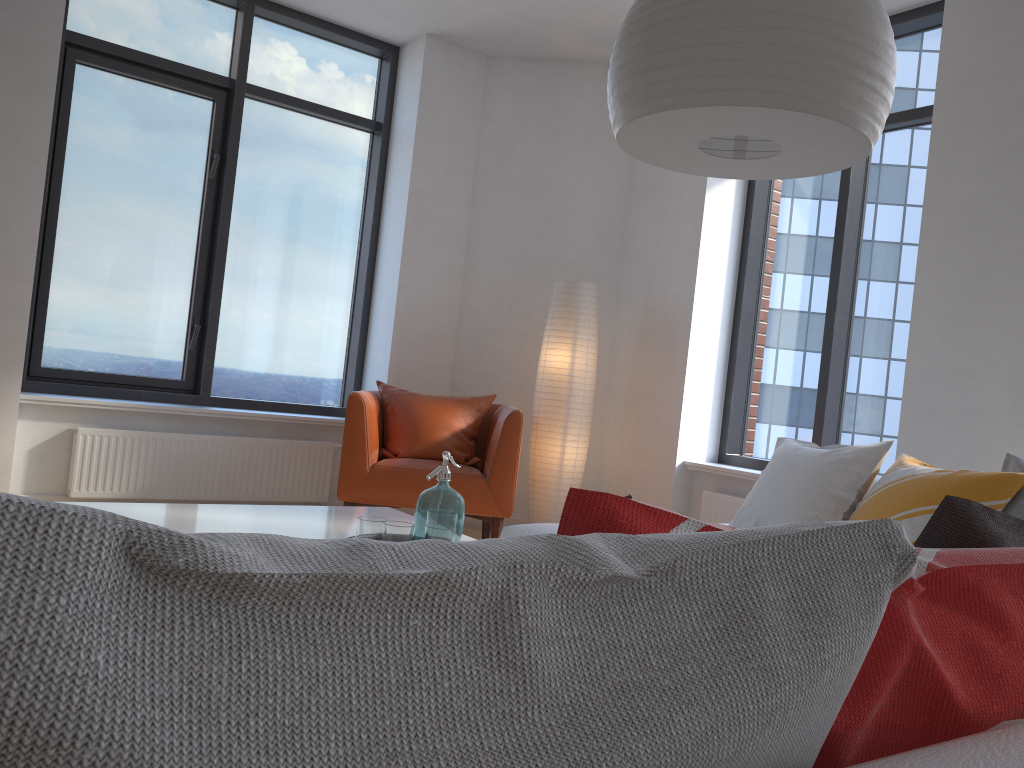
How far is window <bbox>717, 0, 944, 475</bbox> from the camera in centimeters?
447cm

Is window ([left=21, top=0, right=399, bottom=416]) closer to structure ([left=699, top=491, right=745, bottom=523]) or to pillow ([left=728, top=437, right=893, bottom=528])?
structure ([left=699, top=491, right=745, bottom=523])

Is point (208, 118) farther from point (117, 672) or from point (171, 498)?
point (117, 672)

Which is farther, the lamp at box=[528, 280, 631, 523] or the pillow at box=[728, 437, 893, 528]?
the lamp at box=[528, 280, 631, 523]

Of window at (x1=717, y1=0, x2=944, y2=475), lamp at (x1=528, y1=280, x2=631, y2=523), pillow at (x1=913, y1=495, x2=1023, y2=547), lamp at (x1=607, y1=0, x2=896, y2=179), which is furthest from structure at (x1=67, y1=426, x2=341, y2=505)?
pillow at (x1=913, y1=495, x2=1023, y2=547)

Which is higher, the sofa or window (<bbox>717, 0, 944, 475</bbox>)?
window (<bbox>717, 0, 944, 475</bbox>)

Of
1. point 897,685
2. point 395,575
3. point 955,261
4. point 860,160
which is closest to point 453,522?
point 860,160

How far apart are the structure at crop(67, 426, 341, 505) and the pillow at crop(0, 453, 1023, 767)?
3.66m

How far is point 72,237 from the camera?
4.8m

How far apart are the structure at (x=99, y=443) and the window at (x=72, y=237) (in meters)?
0.34
